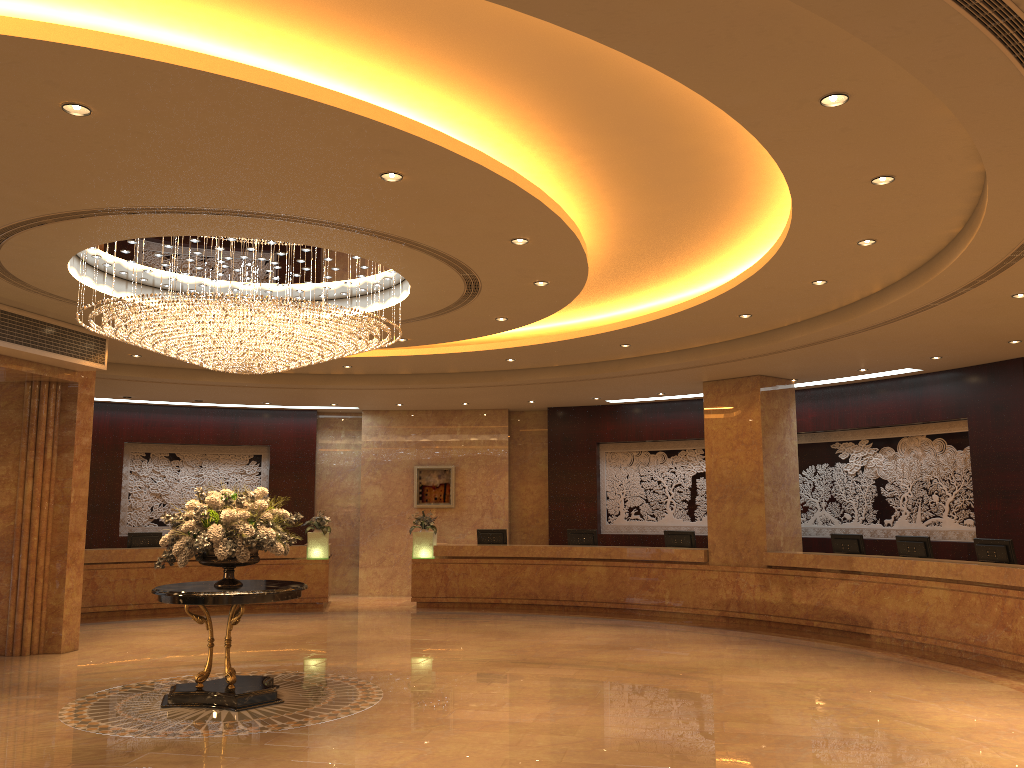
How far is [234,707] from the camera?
8.21m

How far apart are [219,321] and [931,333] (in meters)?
8.40

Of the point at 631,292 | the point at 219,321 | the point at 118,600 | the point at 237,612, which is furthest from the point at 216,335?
the point at 118,600

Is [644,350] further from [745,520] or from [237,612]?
[237,612]

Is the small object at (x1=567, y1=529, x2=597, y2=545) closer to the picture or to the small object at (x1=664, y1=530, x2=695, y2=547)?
the small object at (x1=664, y1=530, x2=695, y2=547)

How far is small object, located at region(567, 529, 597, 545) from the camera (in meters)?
16.54

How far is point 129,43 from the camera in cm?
459

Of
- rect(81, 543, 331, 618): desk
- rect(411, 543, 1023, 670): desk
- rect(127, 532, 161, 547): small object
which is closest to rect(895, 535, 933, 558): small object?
rect(411, 543, 1023, 670): desk

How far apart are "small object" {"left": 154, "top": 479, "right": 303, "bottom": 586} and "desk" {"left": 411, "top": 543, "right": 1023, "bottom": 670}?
7.69m

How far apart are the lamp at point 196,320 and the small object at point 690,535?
7.8m
